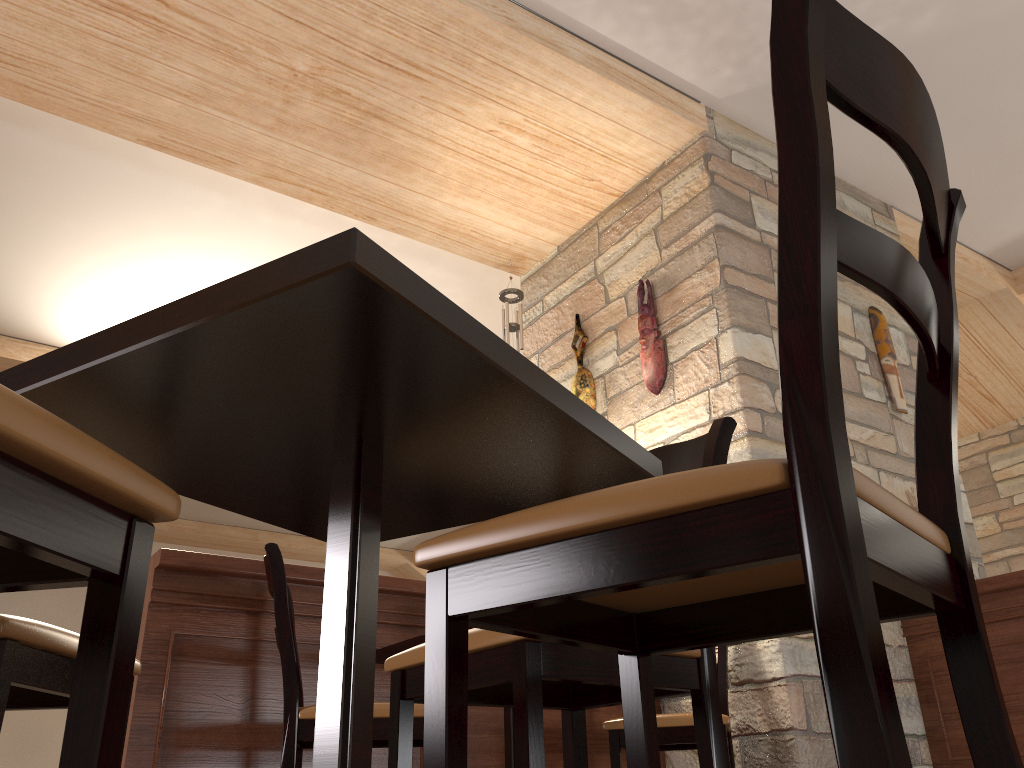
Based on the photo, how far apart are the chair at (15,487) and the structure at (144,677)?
2.08m

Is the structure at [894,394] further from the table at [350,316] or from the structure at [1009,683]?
the table at [350,316]

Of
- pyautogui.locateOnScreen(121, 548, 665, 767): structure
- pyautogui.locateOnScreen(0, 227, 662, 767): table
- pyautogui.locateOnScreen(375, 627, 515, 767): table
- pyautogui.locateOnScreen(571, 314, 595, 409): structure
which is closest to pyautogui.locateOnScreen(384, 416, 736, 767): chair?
pyautogui.locateOnScreen(0, 227, 662, 767): table

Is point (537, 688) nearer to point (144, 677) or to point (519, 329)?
point (144, 677)

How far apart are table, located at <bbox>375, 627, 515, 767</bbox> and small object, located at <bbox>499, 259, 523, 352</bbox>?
2.3 meters

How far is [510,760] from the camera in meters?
2.6 m

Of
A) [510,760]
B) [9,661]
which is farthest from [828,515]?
[510,760]

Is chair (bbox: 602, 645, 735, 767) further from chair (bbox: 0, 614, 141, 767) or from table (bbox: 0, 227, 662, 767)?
chair (bbox: 0, 614, 141, 767)

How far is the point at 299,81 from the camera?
3.8 meters

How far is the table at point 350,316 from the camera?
0.8m
